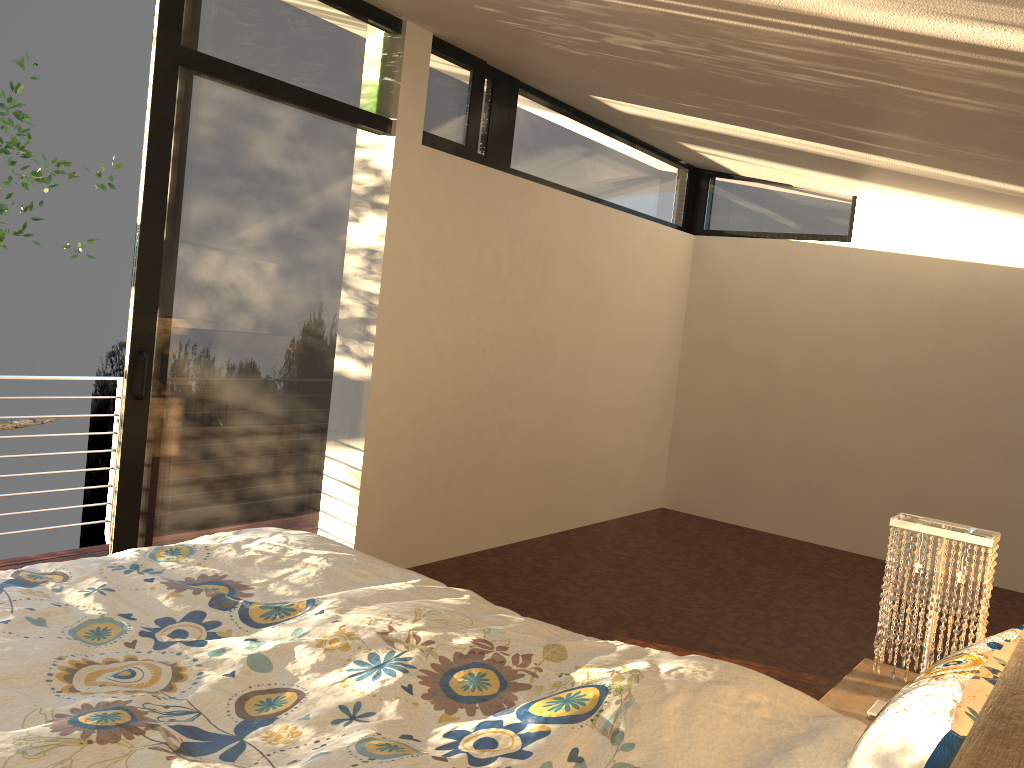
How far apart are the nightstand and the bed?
0.7m

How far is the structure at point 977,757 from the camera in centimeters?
65cm

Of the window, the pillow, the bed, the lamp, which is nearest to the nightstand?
the lamp

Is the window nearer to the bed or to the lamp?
the bed

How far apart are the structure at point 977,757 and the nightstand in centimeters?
→ 143cm

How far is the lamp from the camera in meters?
2.1

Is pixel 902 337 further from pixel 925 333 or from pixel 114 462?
pixel 114 462

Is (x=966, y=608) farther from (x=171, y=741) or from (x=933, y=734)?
(x=171, y=741)

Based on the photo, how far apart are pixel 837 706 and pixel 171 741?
1.7m

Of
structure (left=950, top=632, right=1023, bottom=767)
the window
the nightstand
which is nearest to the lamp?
the nightstand
